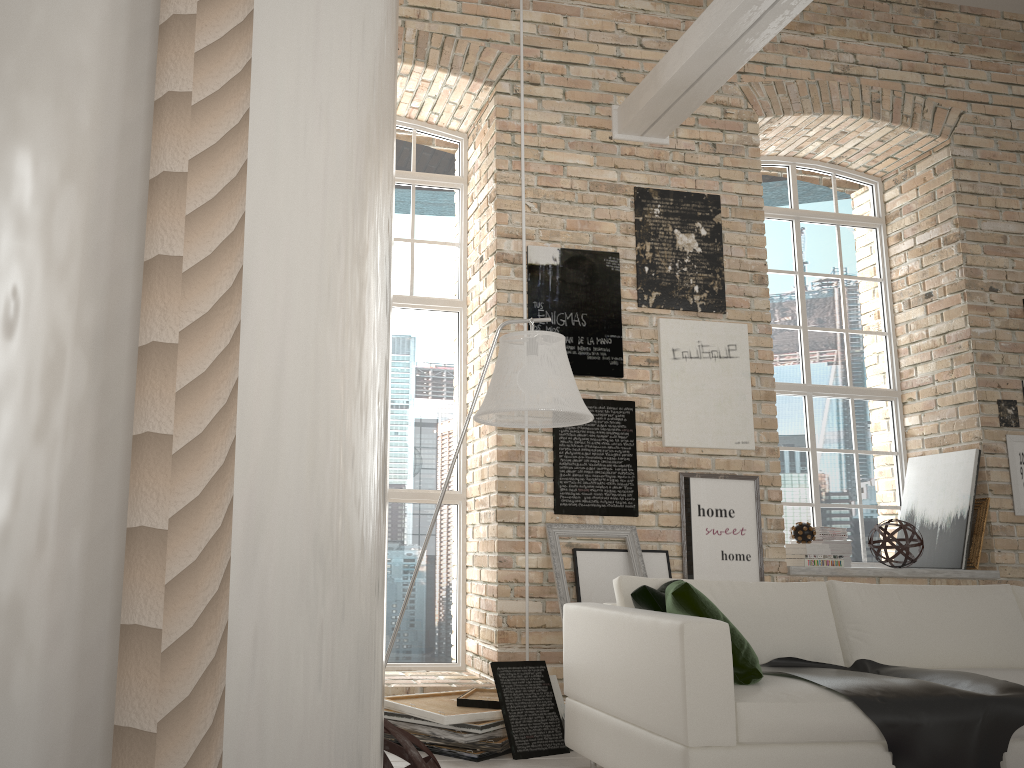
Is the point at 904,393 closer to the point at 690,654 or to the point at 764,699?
the point at 764,699

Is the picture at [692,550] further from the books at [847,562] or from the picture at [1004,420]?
the picture at [1004,420]

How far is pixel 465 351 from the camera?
5.9 meters

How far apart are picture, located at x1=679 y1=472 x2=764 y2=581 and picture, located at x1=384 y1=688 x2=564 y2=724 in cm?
153

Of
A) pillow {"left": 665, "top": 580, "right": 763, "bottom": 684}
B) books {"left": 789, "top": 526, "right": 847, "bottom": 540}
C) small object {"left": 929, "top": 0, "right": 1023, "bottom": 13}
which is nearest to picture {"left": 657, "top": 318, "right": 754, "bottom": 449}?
books {"left": 789, "top": 526, "right": 847, "bottom": 540}

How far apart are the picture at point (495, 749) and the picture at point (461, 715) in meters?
0.1

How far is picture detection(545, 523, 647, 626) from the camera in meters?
4.7 m

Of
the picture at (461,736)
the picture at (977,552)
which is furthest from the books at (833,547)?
the picture at (461,736)

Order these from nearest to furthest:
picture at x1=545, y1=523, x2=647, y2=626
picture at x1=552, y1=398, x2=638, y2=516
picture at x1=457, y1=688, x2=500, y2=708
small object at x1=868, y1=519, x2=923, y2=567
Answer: picture at x1=457, y1=688, x2=500, y2=708 → picture at x1=545, y1=523, x2=647, y2=626 → picture at x1=552, y1=398, x2=638, y2=516 → small object at x1=868, y1=519, x2=923, y2=567

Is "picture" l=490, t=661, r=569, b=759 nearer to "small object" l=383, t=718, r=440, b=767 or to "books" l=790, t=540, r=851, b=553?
"small object" l=383, t=718, r=440, b=767
